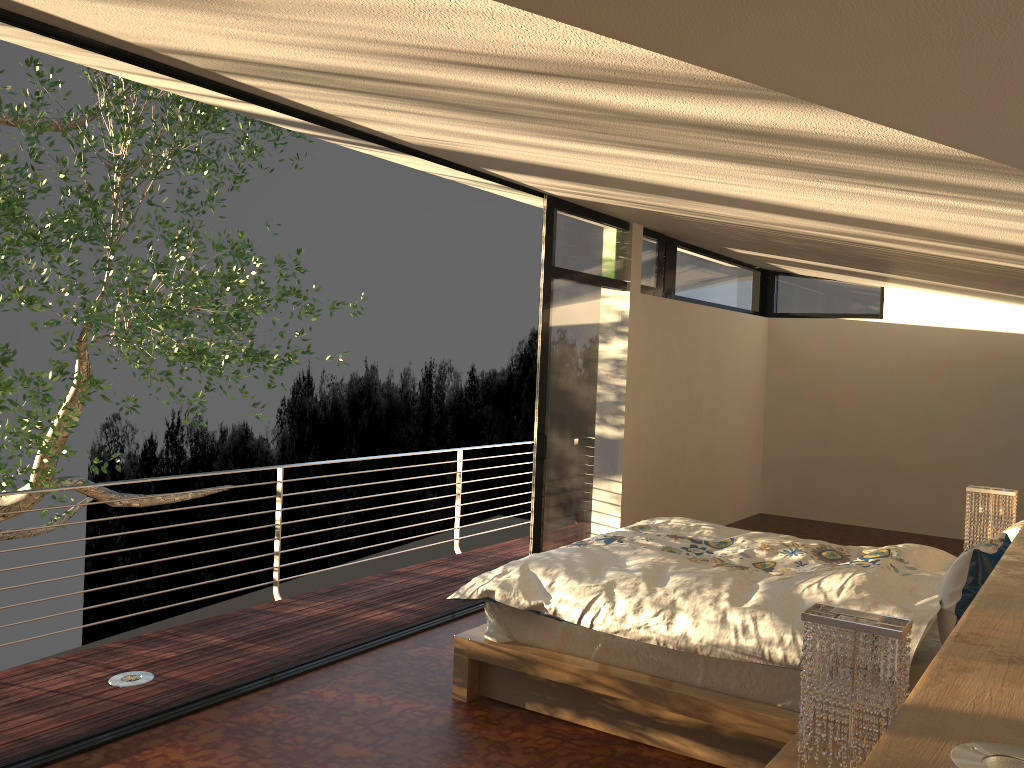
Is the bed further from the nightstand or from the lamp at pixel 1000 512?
the lamp at pixel 1000 512

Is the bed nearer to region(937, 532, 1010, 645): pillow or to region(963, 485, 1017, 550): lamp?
region(937, 532, 1010, 645): pillow

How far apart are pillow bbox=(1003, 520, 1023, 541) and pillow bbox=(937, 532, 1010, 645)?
0.3 meters

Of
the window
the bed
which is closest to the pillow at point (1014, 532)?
the bed

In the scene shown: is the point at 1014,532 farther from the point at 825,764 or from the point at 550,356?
the point at 550,356

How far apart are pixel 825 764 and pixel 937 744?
1.5 meters

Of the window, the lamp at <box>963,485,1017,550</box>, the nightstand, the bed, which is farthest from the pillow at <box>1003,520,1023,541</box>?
the window

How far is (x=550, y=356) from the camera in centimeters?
559cm

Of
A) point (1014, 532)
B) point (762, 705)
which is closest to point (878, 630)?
point (762, 705)

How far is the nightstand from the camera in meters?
2.5 m
